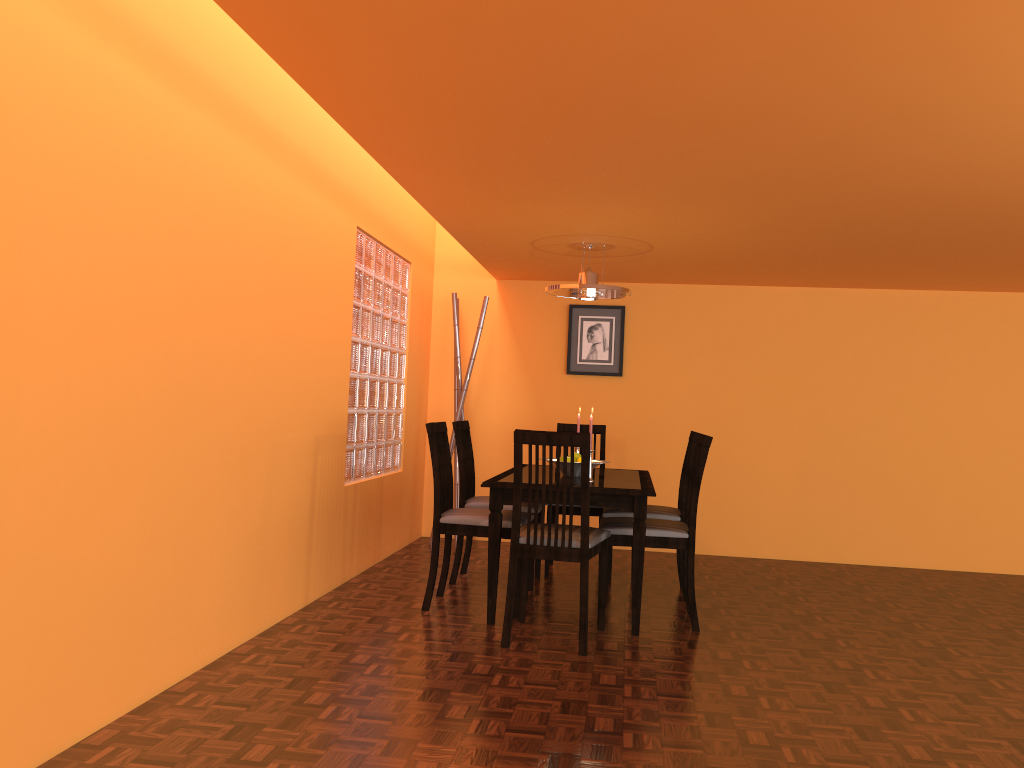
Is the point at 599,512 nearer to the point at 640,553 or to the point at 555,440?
the point at 640,553

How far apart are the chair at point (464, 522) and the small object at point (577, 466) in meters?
0.3 m

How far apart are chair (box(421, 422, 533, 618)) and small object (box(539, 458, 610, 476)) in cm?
34

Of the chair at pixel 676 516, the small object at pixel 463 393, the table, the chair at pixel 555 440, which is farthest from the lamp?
the chair at pixel 555 440

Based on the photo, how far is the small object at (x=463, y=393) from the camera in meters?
5.5

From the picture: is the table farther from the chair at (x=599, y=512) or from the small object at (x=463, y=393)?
the small object at (x=463, y=393)

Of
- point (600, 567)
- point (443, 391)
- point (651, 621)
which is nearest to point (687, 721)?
point (600, 567)

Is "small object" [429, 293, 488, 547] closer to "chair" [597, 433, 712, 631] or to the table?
the table

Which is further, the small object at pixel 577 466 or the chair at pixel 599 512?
the chair at pixel 599 512

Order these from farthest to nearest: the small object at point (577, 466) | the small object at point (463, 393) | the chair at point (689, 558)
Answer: the small object at point (463, 393), the small object at point (577, 466), the chair at point (689, 558)
